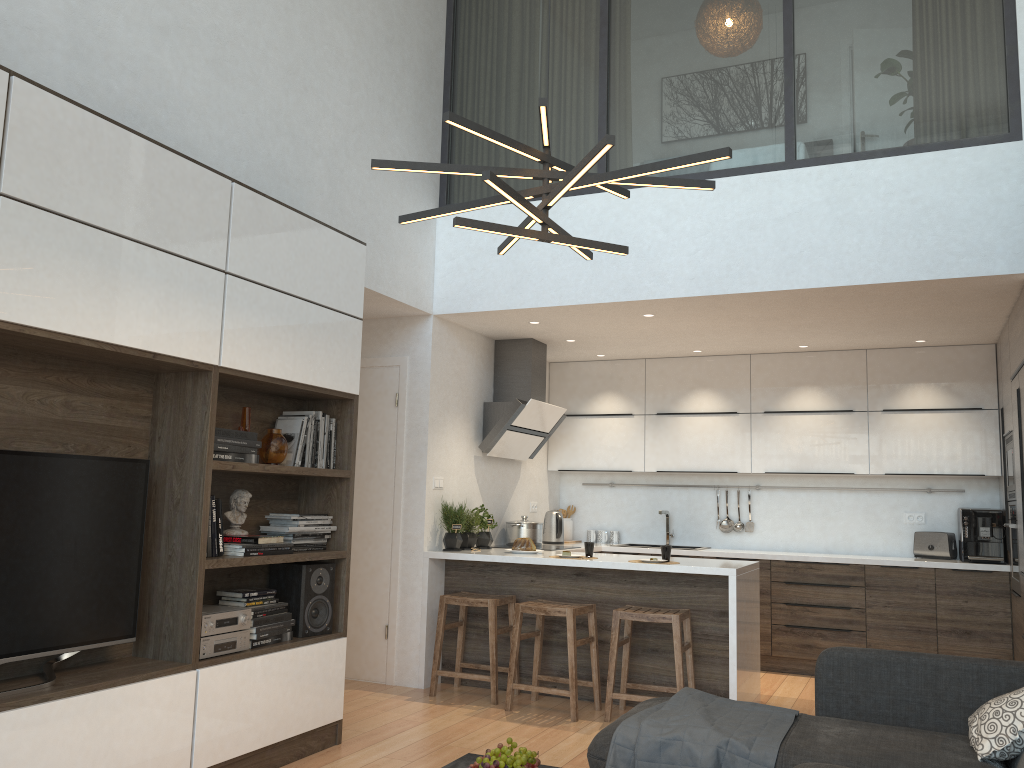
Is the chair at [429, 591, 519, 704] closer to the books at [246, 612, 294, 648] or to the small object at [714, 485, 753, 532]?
the books at [246, 612, 294, 648]

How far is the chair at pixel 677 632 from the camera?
4.79m

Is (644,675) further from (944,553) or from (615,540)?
(944,553)

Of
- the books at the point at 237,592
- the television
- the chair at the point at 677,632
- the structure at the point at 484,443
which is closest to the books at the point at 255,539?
the books at the point at 237,592

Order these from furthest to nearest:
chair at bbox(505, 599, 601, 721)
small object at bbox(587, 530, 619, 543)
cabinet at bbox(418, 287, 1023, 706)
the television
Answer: small object at bbox(587, 530, 619, 543) → cabinet at bbox(418, 287, 1023, 706) → chair at bbox(505, 599, 601, 721) → the television

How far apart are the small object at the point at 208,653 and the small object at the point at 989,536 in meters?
4.8

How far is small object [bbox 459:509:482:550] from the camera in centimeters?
597cm

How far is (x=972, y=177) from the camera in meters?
4.6 m

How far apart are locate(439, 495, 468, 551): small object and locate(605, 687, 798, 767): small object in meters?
2.6

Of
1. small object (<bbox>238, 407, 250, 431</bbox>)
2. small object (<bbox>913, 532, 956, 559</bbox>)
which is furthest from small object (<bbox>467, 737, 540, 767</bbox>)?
small object (<bbox>913, 532, 956, 559</bbox>)
